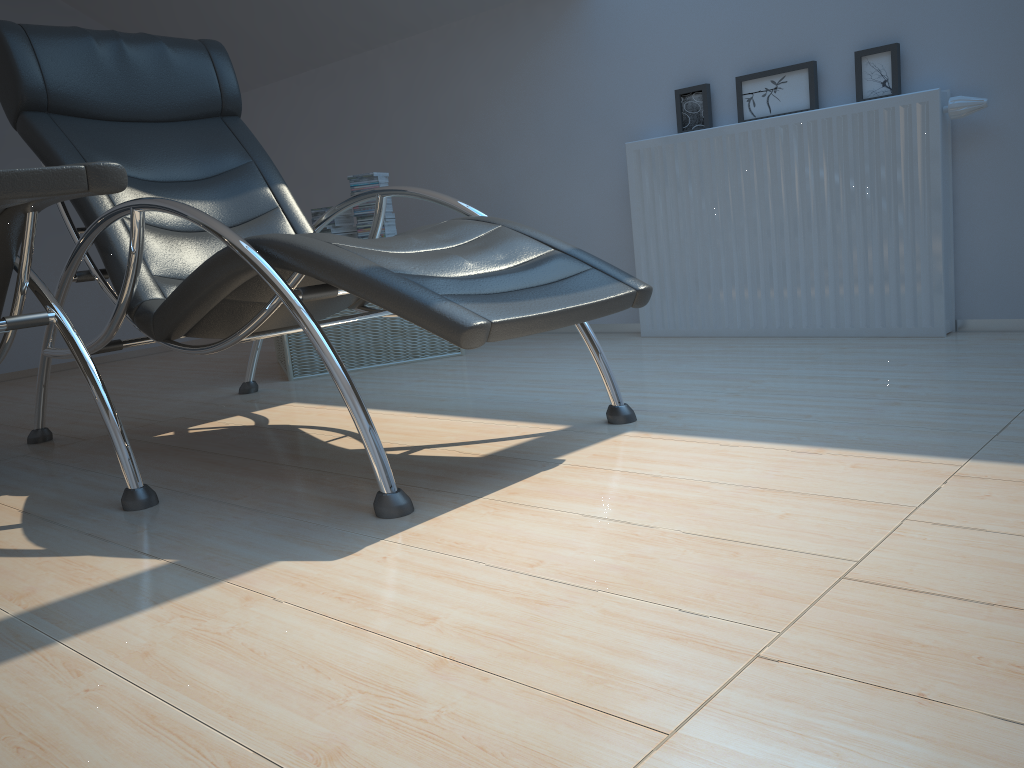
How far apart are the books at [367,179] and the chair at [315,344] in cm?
73

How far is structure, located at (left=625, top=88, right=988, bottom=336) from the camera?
2.9m

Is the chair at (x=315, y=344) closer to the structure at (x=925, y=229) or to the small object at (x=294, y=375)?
the small object at (x=294, y=375)

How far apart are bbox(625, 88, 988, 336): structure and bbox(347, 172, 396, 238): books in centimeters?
104cm

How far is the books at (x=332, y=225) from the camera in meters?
3.8

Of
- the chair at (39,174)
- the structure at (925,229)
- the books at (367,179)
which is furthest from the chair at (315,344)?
the structure at (925,229)

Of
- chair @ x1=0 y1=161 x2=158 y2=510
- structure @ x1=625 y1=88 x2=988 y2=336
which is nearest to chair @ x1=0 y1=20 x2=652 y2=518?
chair @ x1=0 y1=161 x2=158 y2=510

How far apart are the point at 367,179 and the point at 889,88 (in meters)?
2.03

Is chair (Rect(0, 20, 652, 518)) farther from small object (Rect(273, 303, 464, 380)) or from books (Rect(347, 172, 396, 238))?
A: books (Rect(347, 172, 396, 238))

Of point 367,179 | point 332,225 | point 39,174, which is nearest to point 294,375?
point 332,225
